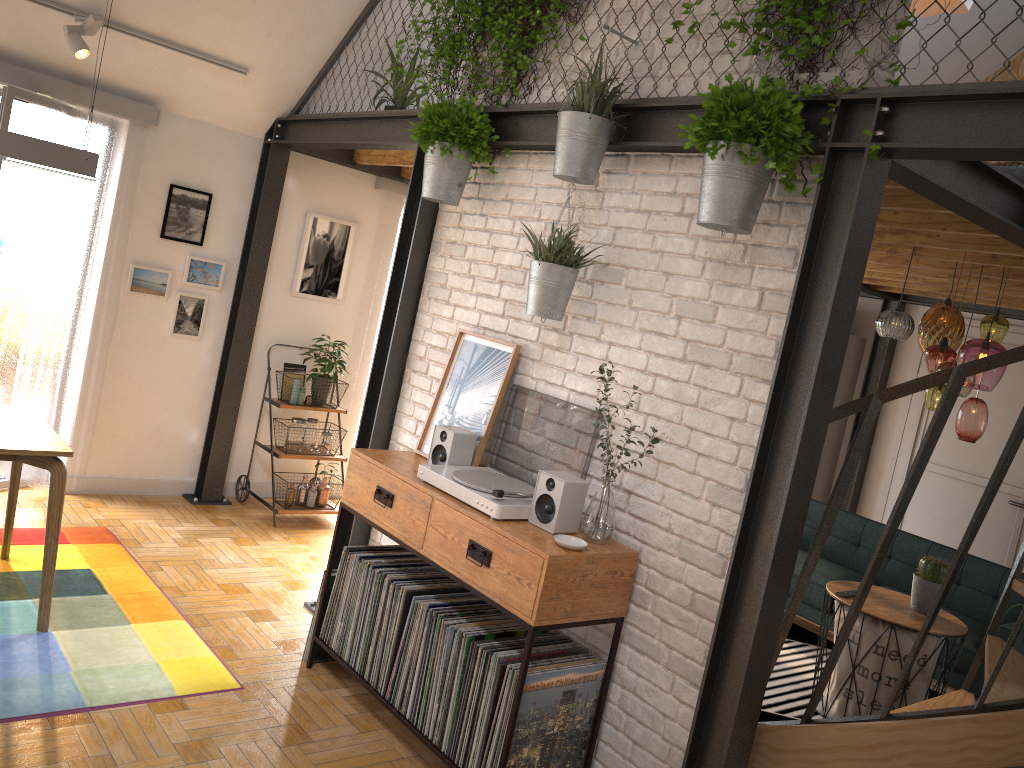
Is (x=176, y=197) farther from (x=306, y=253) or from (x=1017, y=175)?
(x=1017, y=175)

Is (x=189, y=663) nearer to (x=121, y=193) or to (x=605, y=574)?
(x=605, y=574)

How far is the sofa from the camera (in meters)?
5.06

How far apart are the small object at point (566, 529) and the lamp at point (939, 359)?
2.1m

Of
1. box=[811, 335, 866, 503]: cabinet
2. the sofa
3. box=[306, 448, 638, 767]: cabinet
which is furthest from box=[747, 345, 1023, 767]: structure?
box=[811, 335, 866, 503]: cabinet

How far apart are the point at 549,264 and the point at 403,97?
2.4 meters

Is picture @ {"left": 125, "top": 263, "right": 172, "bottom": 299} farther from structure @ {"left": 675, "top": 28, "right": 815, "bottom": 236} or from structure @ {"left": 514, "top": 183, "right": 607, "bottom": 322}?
structure @ {"left": 675, "top": 28, "right": 815, "bottom": 236}

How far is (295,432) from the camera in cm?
578

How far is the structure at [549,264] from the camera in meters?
3.2 m

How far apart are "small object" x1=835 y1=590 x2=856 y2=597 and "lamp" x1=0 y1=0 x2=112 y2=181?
4.0 meters
